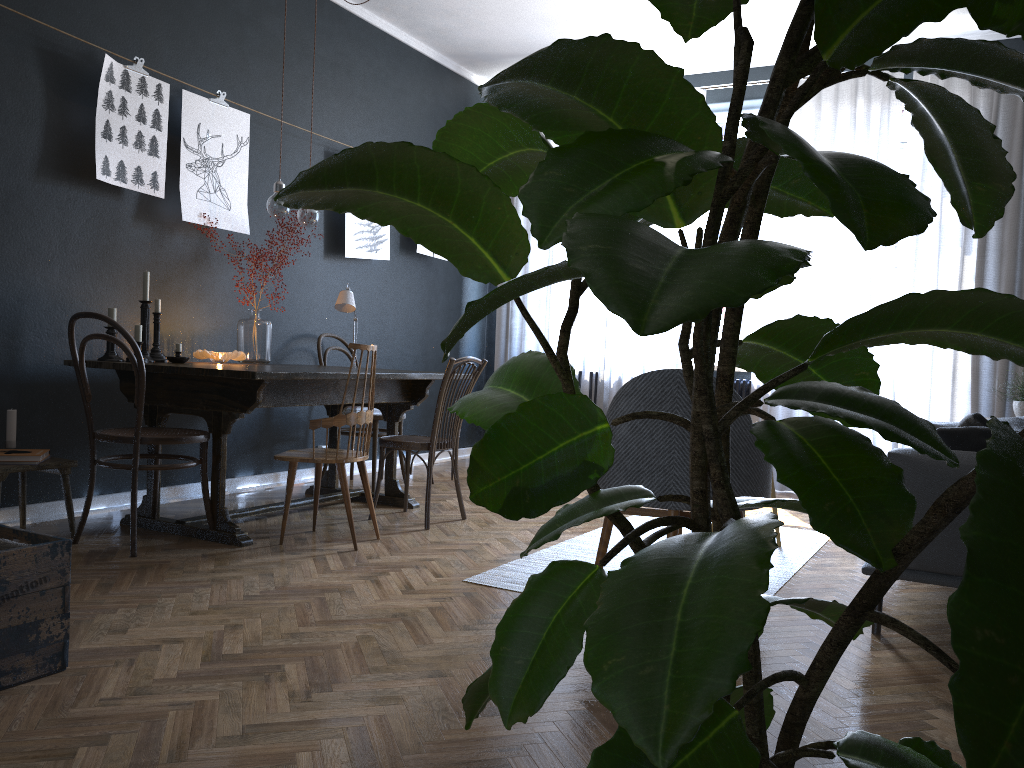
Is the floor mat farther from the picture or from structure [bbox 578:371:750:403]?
the picture

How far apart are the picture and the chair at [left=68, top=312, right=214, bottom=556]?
0.94m

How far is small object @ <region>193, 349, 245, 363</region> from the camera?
4.3 meters

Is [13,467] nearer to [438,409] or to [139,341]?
[139,341]

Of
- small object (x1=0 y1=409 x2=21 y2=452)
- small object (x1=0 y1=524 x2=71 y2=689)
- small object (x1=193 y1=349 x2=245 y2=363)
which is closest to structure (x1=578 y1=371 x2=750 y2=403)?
small object (x1=193 y1=349 x2=245 y2=363)

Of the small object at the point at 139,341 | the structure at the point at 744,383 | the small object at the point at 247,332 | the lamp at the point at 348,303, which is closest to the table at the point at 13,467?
the small object at the point at 139,341

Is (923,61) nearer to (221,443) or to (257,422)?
(221,443)

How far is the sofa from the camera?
2.6 meters

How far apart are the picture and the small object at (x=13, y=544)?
2.36m

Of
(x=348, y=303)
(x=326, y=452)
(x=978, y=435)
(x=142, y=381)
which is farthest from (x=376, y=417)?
(x=978, y=435)
